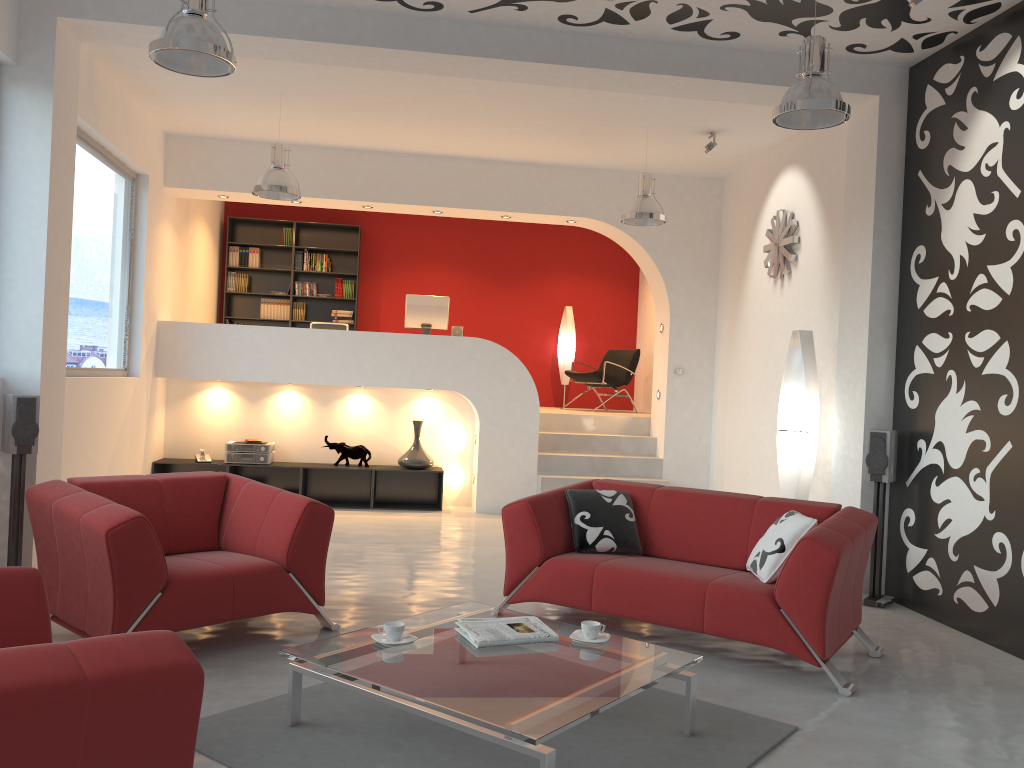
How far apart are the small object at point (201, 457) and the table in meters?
5.3

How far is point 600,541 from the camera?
4.9m

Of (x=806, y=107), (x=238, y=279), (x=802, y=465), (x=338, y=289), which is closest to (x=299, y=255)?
(x=338, y=289)

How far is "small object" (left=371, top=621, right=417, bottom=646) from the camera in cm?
336

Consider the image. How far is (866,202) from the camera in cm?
592

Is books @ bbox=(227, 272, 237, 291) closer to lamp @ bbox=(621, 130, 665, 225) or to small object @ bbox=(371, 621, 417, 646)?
lamp @ bbox=(621, 130, 665, 225)

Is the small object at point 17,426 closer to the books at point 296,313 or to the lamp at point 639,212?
the lamp at point 639,212

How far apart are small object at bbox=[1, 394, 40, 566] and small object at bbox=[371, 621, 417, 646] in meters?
2.7 m

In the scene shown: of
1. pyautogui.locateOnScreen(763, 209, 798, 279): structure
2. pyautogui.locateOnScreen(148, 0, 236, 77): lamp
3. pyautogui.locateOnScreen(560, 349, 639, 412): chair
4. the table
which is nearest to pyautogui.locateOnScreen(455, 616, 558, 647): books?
the table

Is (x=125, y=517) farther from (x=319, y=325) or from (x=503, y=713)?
(x=319, y=325)
